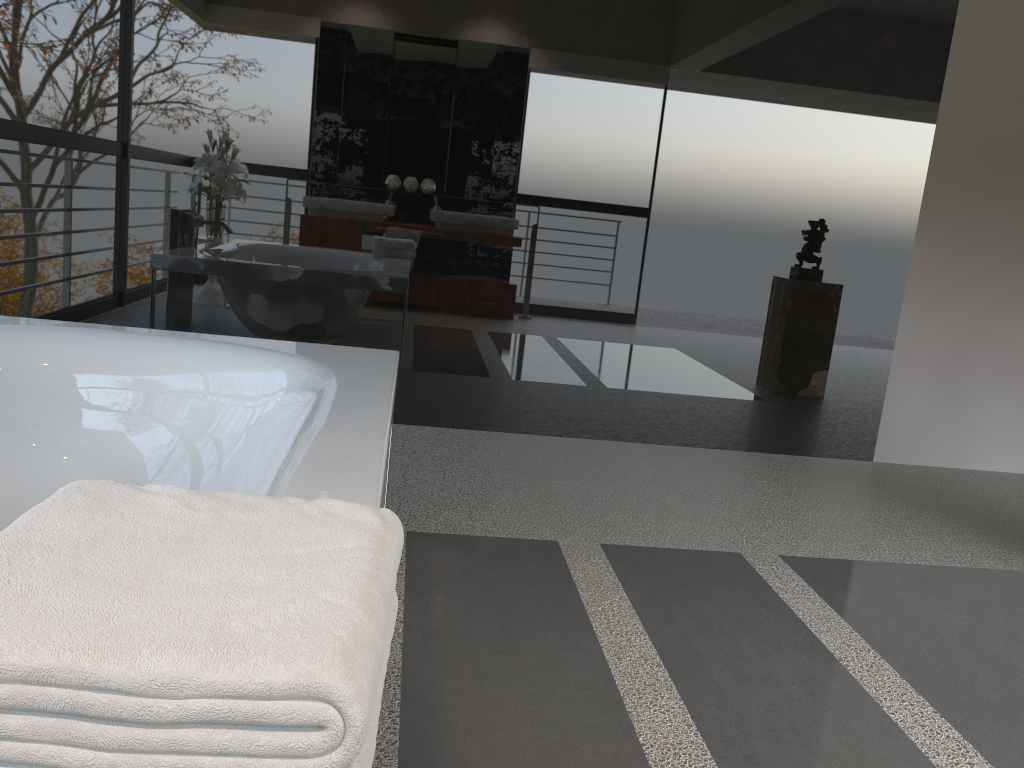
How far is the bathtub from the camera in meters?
1.5

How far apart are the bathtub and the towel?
0.4m

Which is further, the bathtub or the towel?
the bathtub

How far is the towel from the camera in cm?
52

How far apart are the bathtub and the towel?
0.4 meters

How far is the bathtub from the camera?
1.47m

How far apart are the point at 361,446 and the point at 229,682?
0.9 meters

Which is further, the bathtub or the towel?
the bathtub

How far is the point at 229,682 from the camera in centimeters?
52cm
